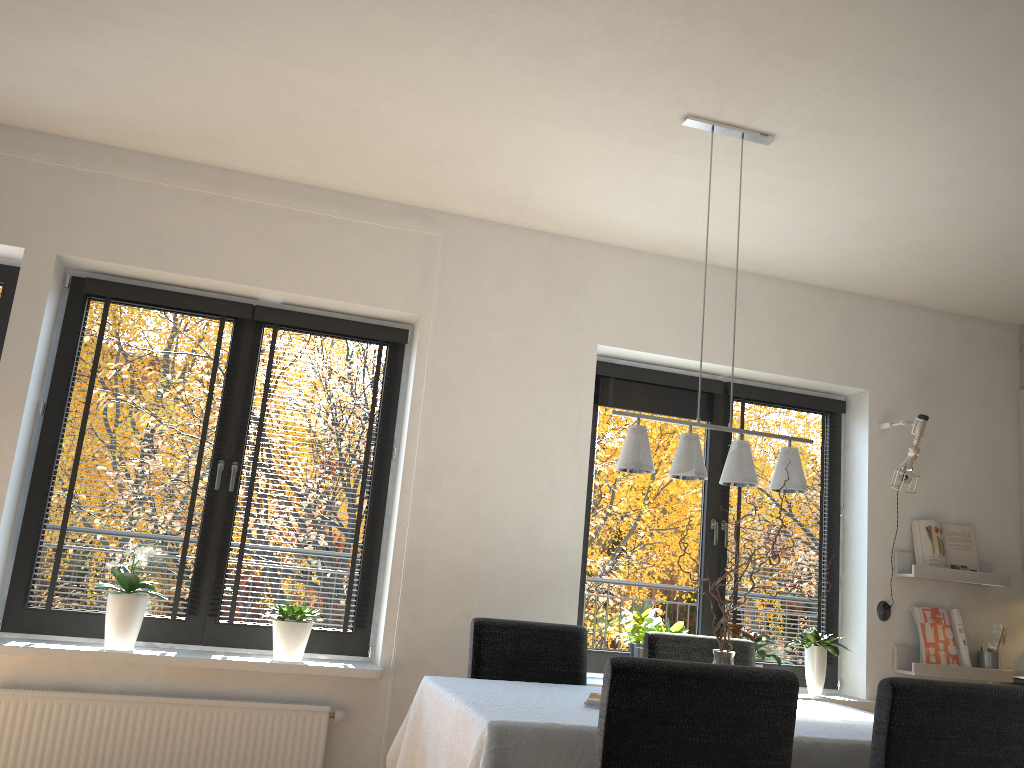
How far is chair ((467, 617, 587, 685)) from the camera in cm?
329

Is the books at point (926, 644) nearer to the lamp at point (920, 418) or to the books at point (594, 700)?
the lamp at point (920, 418)

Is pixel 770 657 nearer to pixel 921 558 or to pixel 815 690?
pixel 815 690

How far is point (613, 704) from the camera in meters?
2.0 m

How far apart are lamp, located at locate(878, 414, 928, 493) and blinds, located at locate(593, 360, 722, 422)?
0.9m

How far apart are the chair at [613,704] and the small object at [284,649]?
1.97m

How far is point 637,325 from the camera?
4.41m

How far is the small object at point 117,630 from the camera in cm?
349

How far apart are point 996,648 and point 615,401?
2.30m

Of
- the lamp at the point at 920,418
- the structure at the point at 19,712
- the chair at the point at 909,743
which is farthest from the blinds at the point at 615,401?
the chair at the point at 909,743
